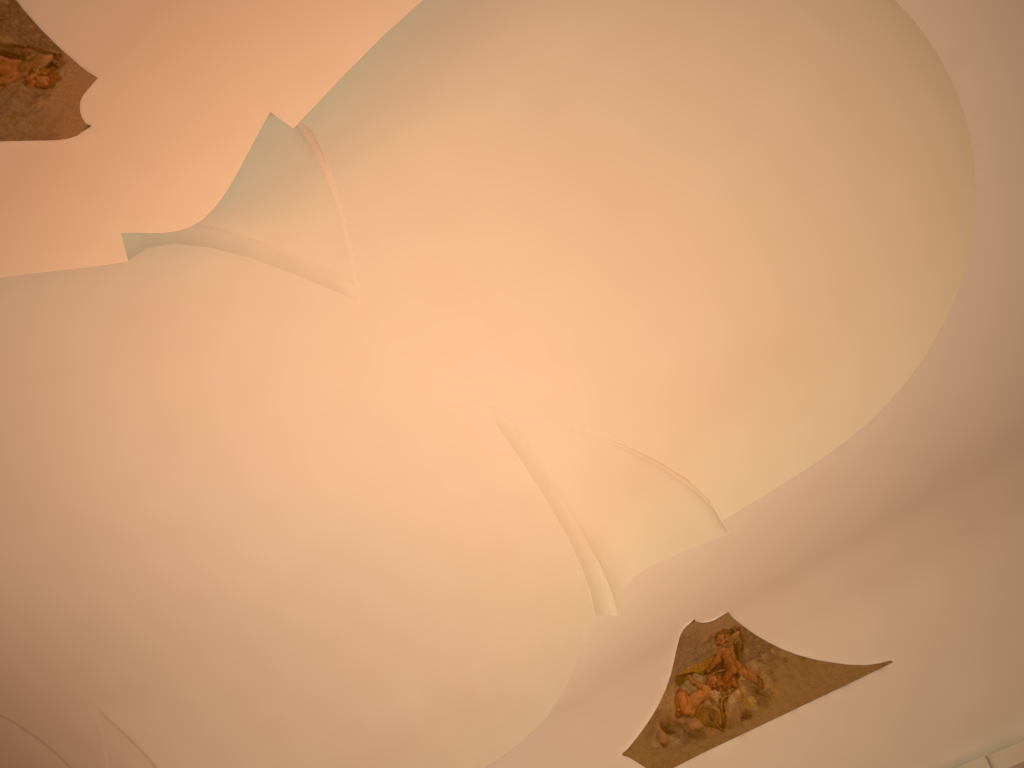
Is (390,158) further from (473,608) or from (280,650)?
(280,650)
